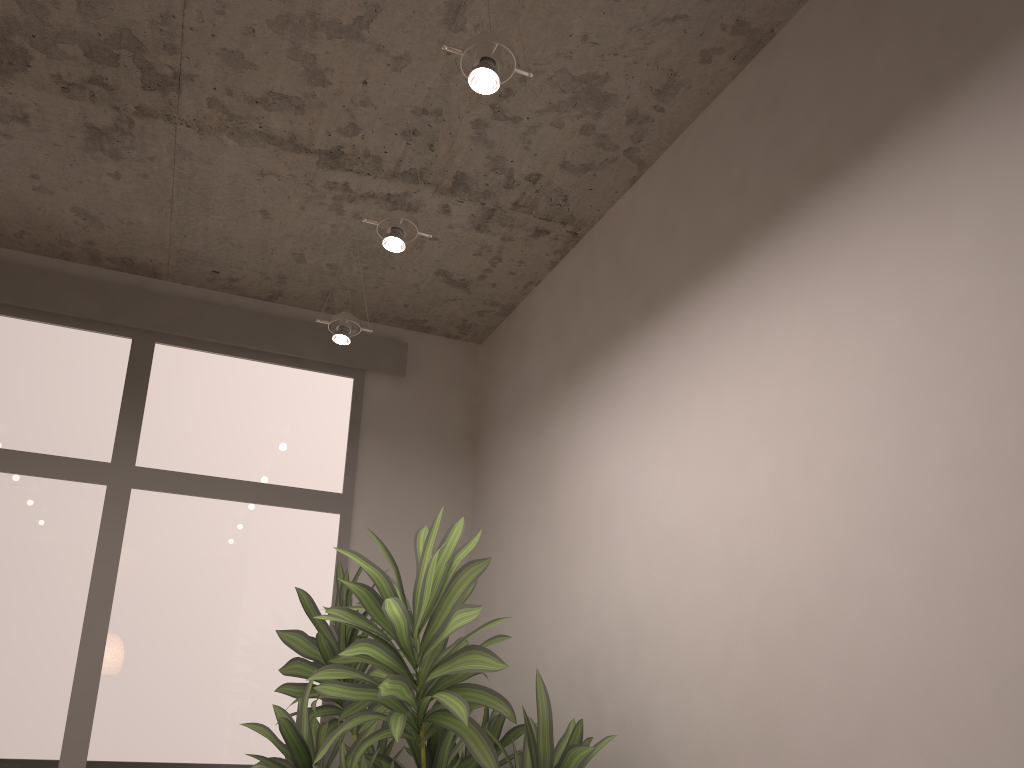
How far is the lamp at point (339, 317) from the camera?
3.53m

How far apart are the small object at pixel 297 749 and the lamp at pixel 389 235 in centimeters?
135cm

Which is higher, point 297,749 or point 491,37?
point 491,37

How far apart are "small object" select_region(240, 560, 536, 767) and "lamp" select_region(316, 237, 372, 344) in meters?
0.9 m

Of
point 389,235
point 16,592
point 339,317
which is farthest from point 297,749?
point 389,235

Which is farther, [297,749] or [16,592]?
[16,592]

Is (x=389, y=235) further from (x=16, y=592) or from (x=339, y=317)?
(x=16, y=592)

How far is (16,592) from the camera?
3.54m

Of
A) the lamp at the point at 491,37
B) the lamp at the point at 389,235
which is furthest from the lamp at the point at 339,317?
the lamp at the point at 491,37

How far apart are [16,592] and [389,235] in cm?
219
